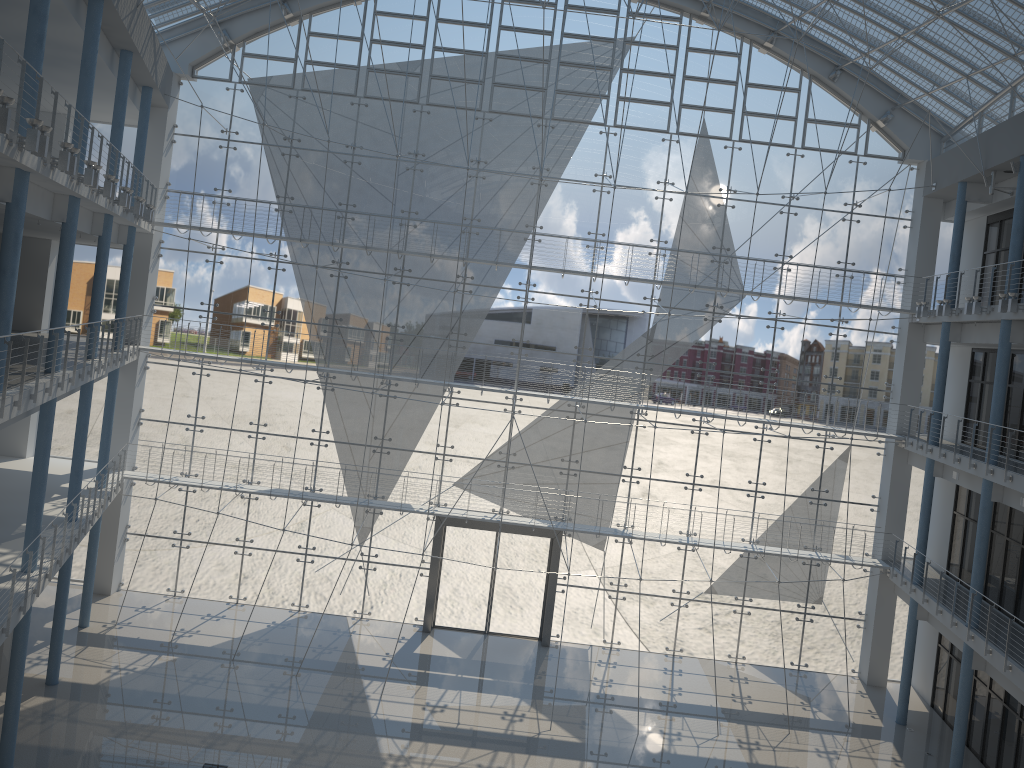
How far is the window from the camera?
3.69m

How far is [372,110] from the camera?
3.69m

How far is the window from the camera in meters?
3.7 m
